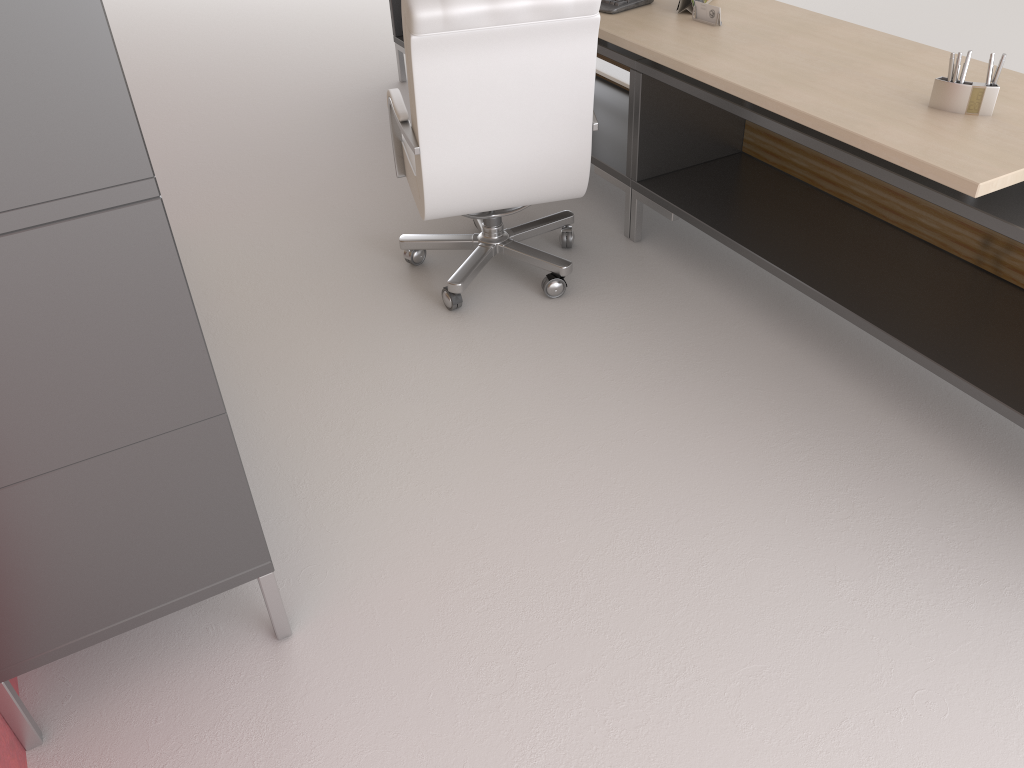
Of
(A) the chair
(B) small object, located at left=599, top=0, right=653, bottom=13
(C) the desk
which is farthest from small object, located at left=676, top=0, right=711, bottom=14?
(A) the chair

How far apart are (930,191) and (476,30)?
1.9m

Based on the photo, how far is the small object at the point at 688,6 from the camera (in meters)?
4.65

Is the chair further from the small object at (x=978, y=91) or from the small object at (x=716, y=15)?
the small object at (x=978, y=91)

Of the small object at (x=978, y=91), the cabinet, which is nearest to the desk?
the small object at (x=978, y=91)

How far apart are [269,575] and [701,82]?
3.06m

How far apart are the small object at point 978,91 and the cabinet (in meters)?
2.87

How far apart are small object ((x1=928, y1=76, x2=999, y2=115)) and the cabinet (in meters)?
2.87

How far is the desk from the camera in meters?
3.3

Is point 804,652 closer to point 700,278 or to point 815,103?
point 815,103
